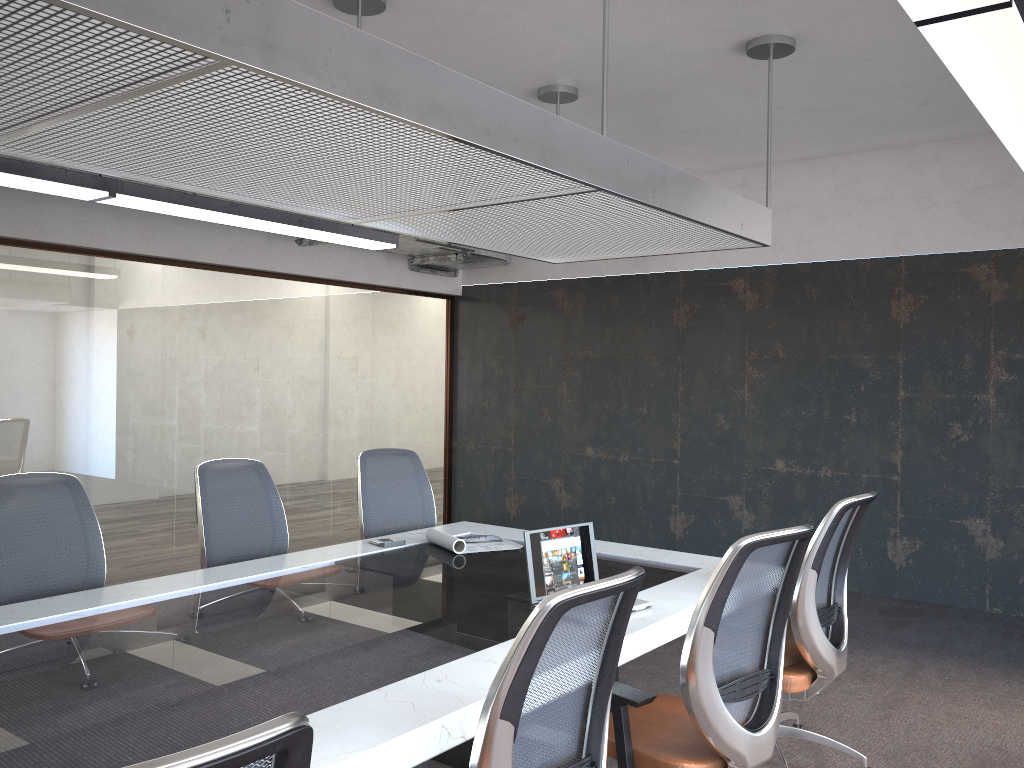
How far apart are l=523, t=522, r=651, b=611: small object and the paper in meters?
1.0

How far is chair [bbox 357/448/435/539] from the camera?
4.9m

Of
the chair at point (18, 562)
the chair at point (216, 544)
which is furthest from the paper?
the chair at point (18, 562)

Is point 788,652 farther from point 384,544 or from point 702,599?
point 384,544

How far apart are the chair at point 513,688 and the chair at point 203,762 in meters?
0.7

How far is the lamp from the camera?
2.10m

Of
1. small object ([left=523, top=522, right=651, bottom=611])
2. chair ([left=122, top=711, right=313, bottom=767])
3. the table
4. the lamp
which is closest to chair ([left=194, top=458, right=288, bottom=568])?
the table

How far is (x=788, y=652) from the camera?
3.51m

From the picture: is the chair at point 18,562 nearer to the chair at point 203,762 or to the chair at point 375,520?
the chair at point 375,520

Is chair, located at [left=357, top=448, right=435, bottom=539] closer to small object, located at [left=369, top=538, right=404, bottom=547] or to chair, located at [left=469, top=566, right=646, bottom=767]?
small object, located at [left=369, top=538, right=404, bottom=547]
